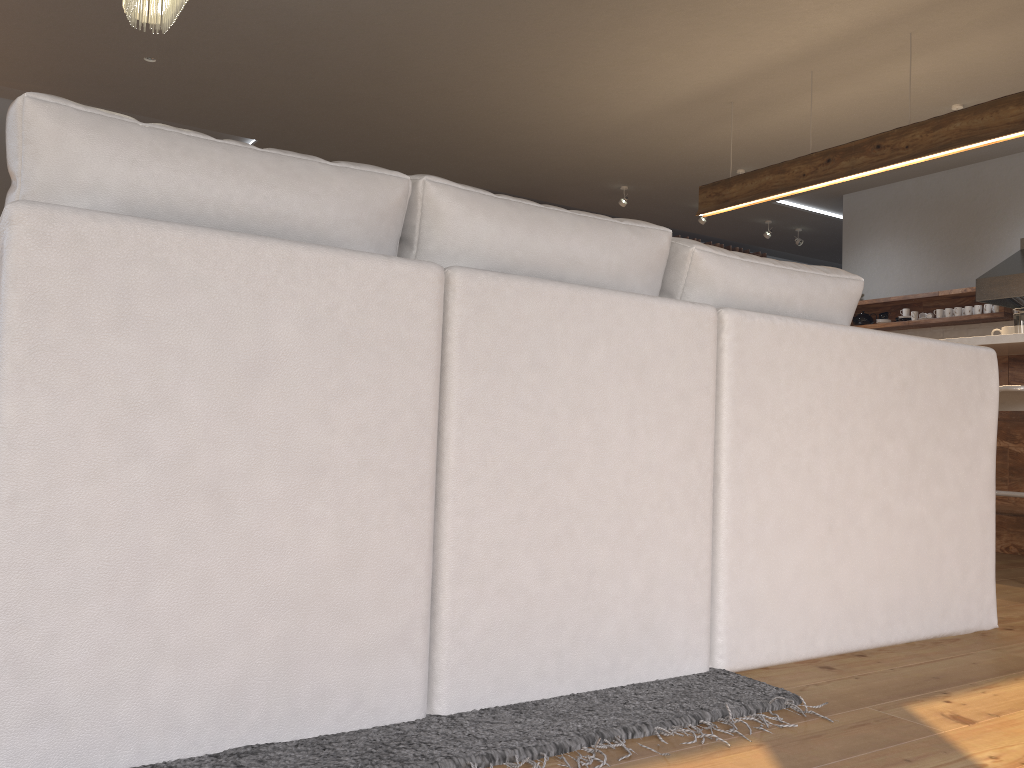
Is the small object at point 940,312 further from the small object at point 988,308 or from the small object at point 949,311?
the small object at point 988,308

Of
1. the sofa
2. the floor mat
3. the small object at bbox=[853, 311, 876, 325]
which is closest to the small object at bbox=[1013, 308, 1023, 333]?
the sofa

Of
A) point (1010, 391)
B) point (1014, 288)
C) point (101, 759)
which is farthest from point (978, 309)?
point (101, 759)

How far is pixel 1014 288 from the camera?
6.2 meters

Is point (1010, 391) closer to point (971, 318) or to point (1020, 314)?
point (1020, 314)

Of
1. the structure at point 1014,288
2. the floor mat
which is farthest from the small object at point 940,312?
the floor mat

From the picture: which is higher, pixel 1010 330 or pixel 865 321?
pixel 865 321

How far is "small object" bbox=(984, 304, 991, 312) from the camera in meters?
6.8 m

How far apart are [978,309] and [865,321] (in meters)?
1.01

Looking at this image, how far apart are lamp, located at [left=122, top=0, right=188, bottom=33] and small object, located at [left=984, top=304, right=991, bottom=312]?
6.10m
